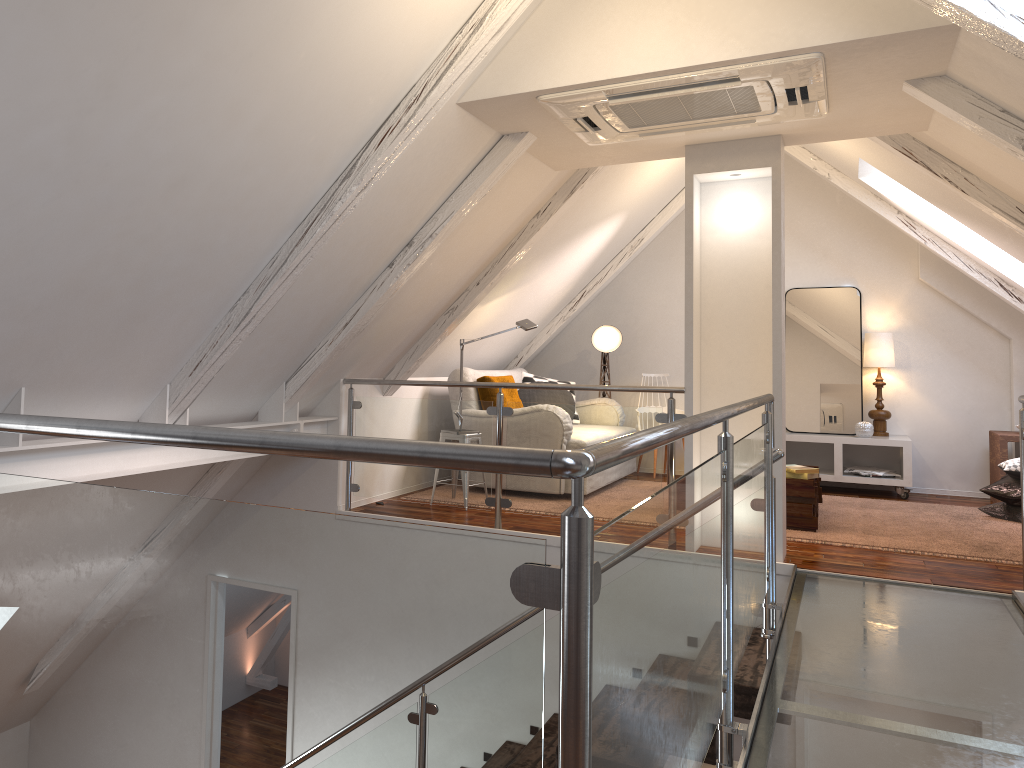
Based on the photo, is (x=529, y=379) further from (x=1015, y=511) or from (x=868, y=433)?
(x=1015, y=511)

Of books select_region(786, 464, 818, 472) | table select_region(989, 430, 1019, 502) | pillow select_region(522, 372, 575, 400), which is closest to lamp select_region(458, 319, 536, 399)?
pillow select_region(522, 372, 575, 400)

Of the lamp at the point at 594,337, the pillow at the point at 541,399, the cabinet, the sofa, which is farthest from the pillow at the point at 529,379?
the cabinet

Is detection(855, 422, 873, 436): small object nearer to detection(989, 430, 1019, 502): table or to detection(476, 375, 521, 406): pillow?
detection(989, 430, 1019, 502): table

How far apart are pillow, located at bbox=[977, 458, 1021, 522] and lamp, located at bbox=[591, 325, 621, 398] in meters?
2.8 m

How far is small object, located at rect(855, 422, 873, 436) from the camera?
6.2m

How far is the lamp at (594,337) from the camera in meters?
6.9

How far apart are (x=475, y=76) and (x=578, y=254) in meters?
2.8

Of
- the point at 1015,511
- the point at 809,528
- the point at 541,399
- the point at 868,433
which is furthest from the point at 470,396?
the point at 1015,511

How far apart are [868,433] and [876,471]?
0.3 meters
